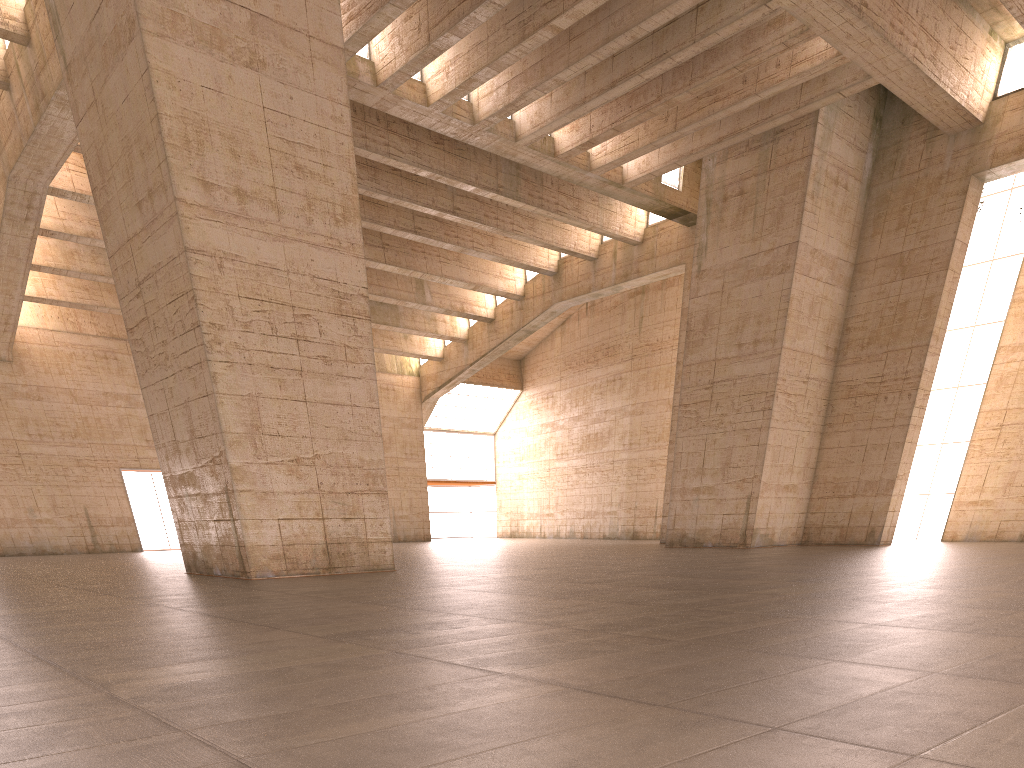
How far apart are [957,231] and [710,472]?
11.01m

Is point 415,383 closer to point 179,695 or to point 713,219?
point 713,219
